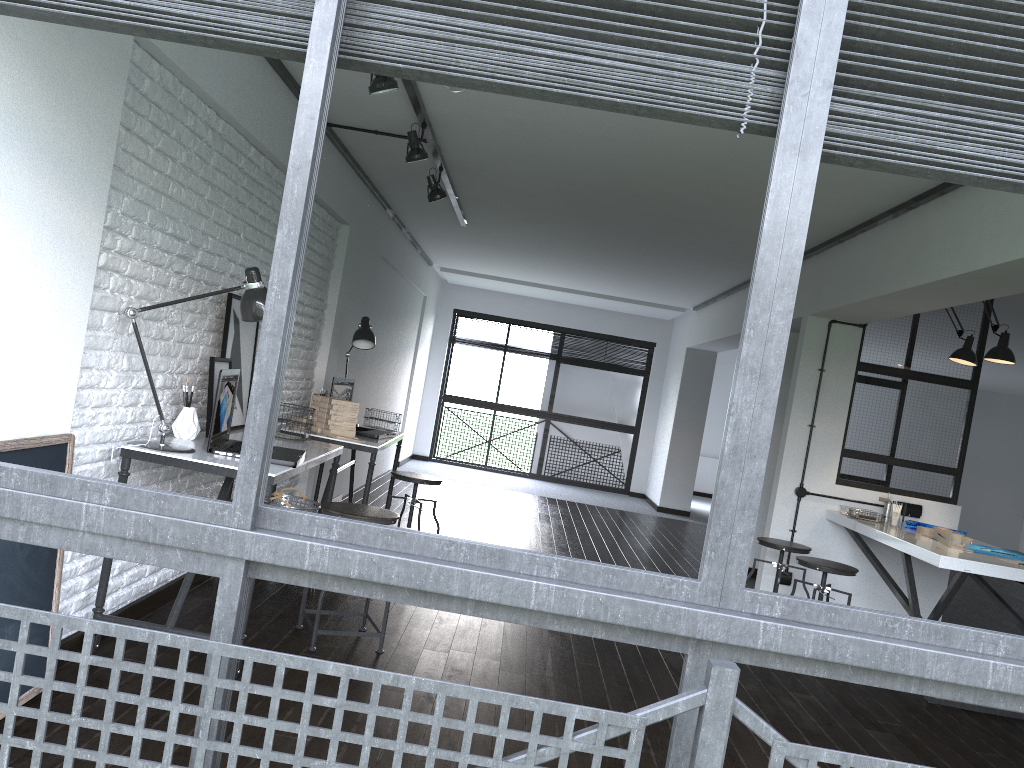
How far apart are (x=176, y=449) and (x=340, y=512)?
0.7m

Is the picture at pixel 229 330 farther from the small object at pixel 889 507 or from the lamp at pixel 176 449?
the small object at pixel 889 507

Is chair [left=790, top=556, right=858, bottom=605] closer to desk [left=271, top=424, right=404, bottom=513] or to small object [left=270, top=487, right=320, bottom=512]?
desk [left=271, top=424, right=404, bottom=513]

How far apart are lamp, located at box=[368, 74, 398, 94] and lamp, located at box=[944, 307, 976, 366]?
3.9 meters

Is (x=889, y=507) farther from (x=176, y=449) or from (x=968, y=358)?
(x=176, y=449)

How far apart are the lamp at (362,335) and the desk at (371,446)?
0.6 meters

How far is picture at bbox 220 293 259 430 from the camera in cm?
391

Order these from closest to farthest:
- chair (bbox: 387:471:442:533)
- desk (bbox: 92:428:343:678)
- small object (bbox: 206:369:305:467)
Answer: desk (bbox: 92:428:343:678) < small object (bbox: 206:369:305:467) < chair (bbox: 387:471:442:533)

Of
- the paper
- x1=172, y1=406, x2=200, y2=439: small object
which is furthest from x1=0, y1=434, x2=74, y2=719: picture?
the paper

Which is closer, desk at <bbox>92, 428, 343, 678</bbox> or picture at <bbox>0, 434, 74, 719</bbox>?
picture at <bbox>0, 434, 74, 719</bbox>
